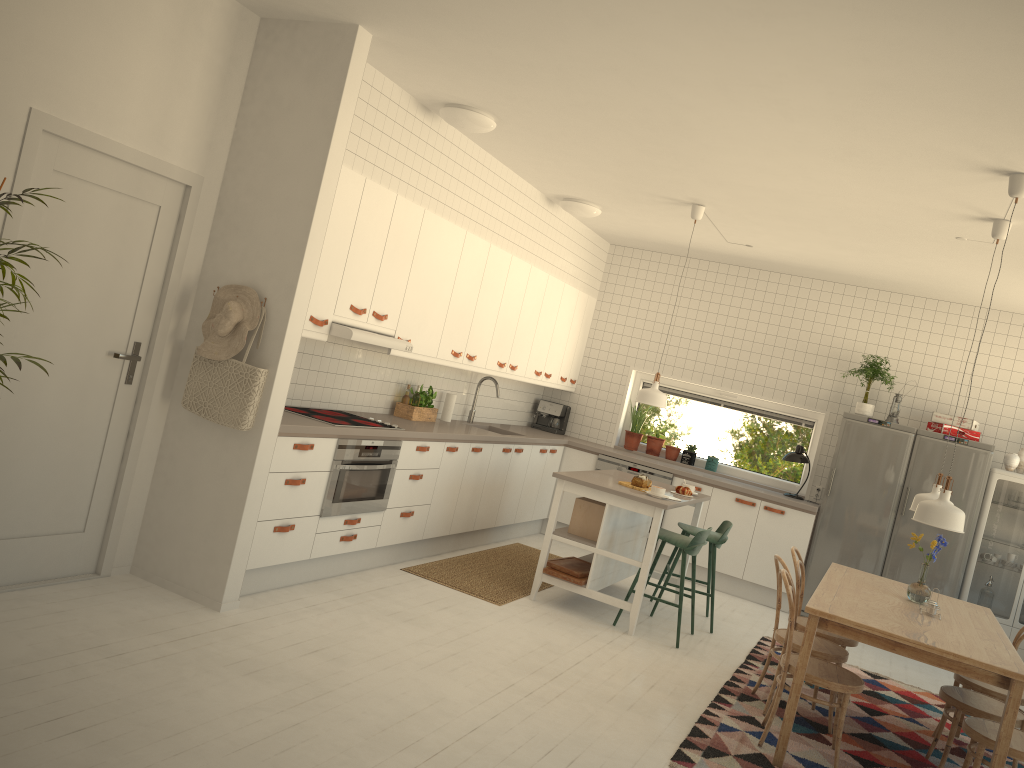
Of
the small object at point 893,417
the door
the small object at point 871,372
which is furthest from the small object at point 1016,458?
the door

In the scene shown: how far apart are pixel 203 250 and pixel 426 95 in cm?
161

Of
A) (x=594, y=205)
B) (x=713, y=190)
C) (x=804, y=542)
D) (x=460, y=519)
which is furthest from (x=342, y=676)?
(x=804, y=542)

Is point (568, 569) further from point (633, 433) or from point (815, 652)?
point (633, 433)

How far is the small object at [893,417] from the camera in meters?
7.4

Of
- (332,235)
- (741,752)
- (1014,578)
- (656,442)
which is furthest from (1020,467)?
(332,235)

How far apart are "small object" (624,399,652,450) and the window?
0.1 meters

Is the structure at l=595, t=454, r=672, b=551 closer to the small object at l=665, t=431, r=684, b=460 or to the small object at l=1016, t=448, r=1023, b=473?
the small object at l=665, t=431, r=684, b=460

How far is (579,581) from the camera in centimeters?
574cm

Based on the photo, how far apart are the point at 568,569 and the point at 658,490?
0.8m
